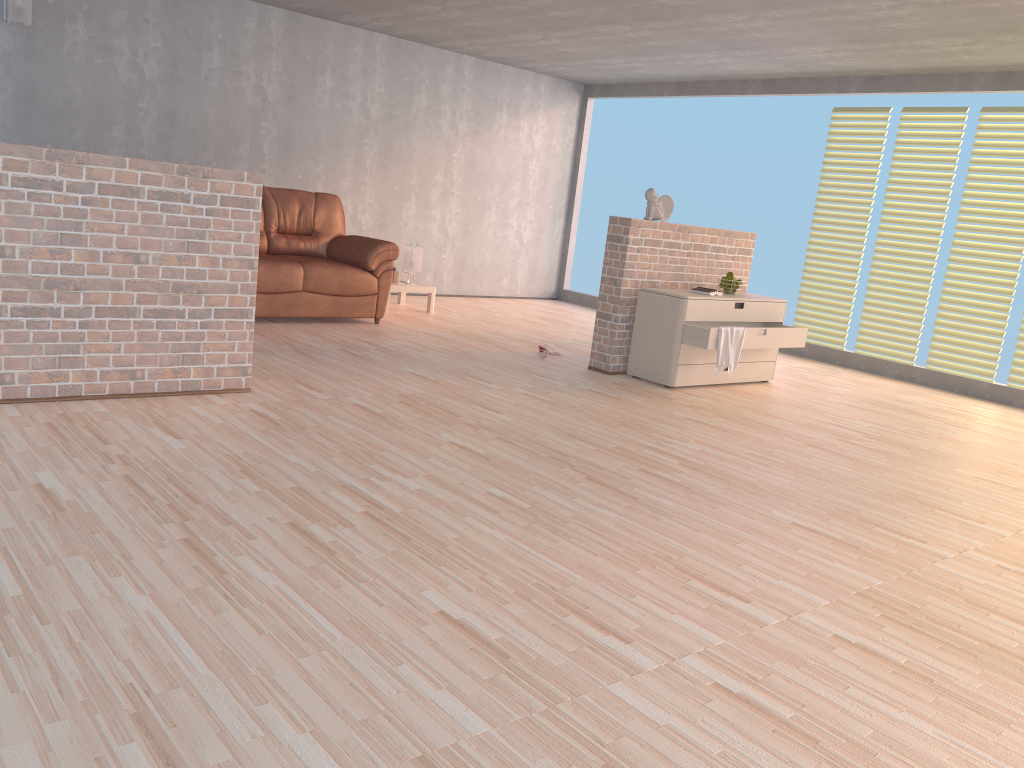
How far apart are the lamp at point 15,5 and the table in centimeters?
332cm

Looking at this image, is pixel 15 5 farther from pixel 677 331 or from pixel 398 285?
pixel 677 331

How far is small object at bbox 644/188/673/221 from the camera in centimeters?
602cm

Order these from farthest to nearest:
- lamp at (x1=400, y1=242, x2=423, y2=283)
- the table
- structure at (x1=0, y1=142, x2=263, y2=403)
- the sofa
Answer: lamp at (x1=400, y1=242, x2=423, y2=283), the table, the sofa, structure at (x1=0, y1=142, x2=263, y2=403)

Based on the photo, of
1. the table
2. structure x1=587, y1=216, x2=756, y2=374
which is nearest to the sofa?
the table

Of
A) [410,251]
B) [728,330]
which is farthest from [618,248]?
[410,251]

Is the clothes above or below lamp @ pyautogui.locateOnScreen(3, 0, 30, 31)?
below

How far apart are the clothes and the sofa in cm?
271

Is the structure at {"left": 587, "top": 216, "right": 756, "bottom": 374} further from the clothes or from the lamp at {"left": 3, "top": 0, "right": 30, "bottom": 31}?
the lamp at {"left": 3, "top": 0, "right": 30, "bottom": 31}

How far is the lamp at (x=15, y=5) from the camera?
6.3 meters
